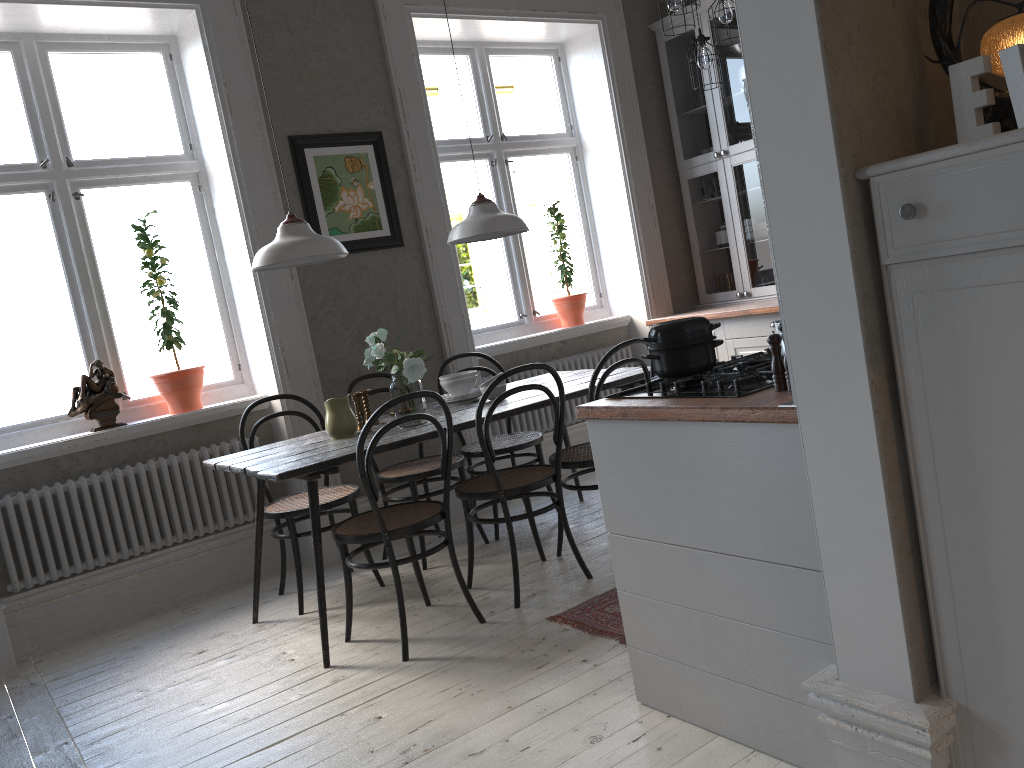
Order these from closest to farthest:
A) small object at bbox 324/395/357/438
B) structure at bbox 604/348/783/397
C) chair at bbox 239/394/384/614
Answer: structure at bbox 604/348/783/397 < small object at bbox 324/395/357/438 < chair at bbox 239/394/384/614

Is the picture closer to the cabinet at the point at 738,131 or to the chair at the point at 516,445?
the chair at the point at 516,445

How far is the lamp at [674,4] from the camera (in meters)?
3.92

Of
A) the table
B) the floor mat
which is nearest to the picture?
the table

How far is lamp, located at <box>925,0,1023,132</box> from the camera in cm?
149

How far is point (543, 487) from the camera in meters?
5.4

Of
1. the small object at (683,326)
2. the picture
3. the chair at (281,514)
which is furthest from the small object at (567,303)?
the small object at (683,326)

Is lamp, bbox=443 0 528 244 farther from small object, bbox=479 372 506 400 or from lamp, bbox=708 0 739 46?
lamp, bbox=708 0 739 46

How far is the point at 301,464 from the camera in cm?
316

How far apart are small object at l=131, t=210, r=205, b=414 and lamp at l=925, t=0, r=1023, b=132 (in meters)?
3.61
